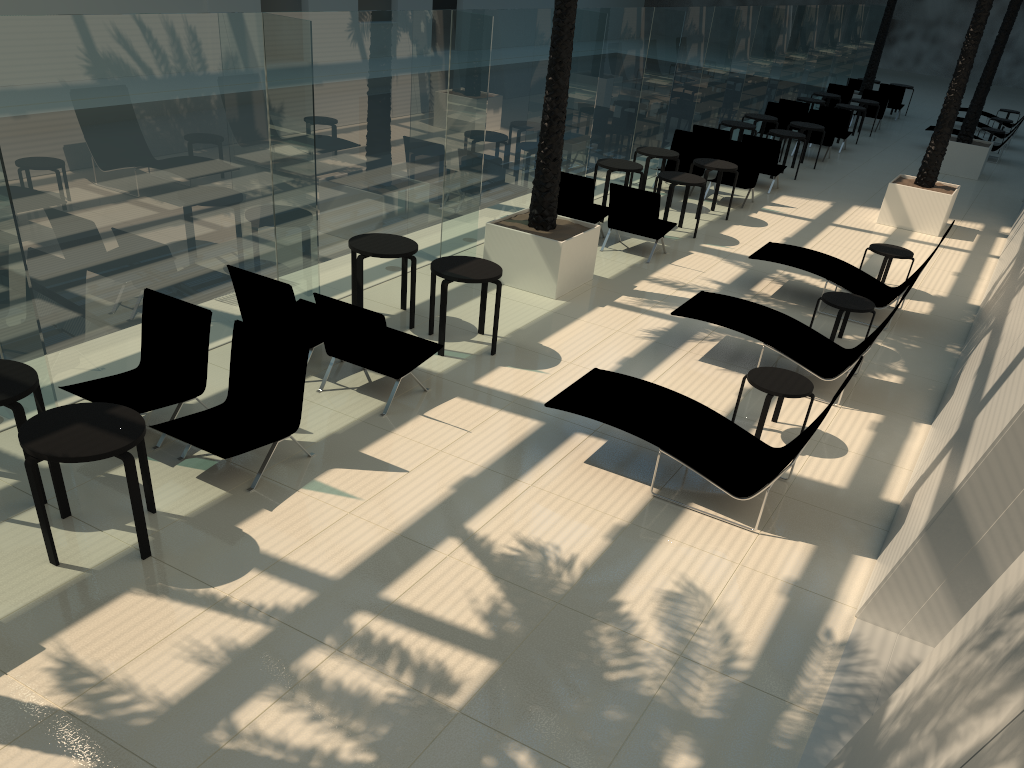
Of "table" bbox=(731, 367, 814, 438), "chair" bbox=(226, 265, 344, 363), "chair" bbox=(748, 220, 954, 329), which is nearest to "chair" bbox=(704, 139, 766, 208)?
"chair" bbox=(748, 220, 954, 329)

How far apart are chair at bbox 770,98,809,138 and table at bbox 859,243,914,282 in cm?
1036

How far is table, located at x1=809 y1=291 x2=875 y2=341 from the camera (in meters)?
9.41

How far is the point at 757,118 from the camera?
18.84m

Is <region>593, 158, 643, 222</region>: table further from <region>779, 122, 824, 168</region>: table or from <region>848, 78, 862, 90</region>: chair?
<region>848, 78, 862, 90</region>: chair

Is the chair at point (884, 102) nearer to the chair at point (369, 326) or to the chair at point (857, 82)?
the chair at point (857, 82)

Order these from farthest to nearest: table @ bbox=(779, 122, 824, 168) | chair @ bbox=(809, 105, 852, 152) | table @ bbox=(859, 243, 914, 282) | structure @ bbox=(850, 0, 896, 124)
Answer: structure @ bbox=(850, 0, 896, 124) → chair @ bbox=(809, 105, 852, 152) → table @ bbox=(779, 122, 824, 168) → table @ bbox=(859, 243, 914, 282)

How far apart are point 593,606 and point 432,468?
1.86m

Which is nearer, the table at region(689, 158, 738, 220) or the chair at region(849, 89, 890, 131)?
the table at region(689, 158, 738, 220)

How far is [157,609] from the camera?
4.9 meters
